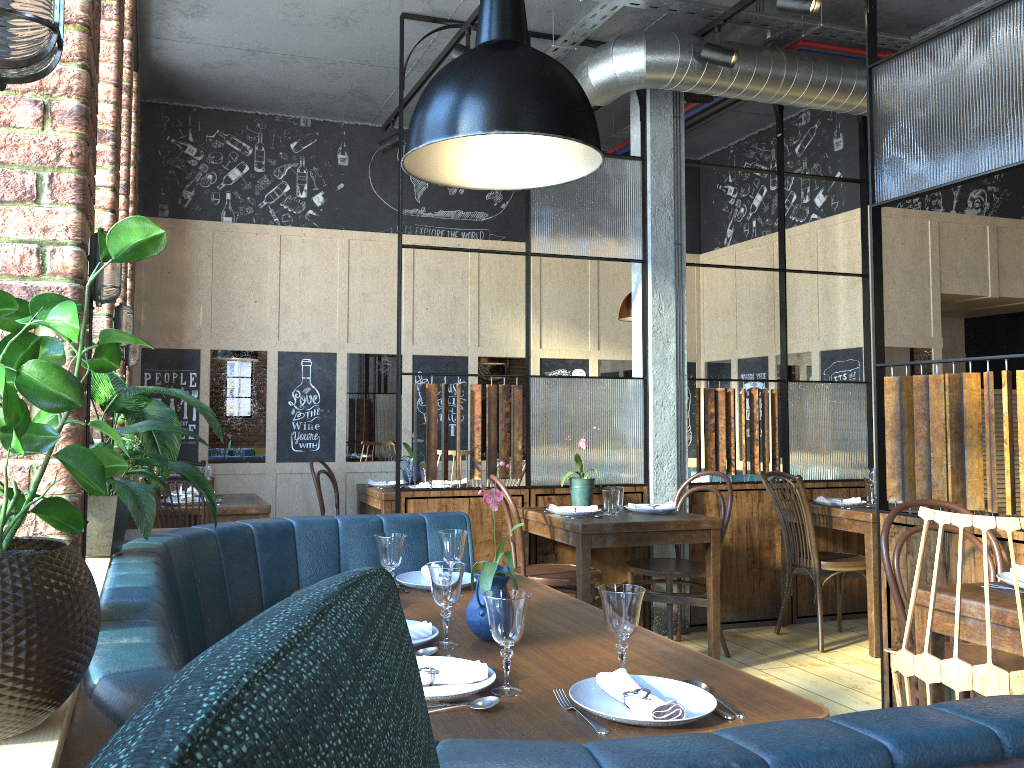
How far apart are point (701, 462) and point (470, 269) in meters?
2.5

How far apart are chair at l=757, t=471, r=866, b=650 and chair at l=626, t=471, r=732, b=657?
0.4m

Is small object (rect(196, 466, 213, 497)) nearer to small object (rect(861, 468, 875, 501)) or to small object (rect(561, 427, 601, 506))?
small object (rect(561, 427, 601, 506))

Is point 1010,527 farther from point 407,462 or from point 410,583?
point 407,462

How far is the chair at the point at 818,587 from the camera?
4.8m

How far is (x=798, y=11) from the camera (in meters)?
3.87

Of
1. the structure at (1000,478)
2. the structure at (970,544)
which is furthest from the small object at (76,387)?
the structure at (1000,478)

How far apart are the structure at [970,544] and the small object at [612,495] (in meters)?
0.48

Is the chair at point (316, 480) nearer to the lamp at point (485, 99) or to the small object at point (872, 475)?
the small object at point (872, 475)

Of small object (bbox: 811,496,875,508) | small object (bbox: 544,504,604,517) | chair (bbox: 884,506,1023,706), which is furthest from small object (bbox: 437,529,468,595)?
small object (bbox: 811,496,875,508)
